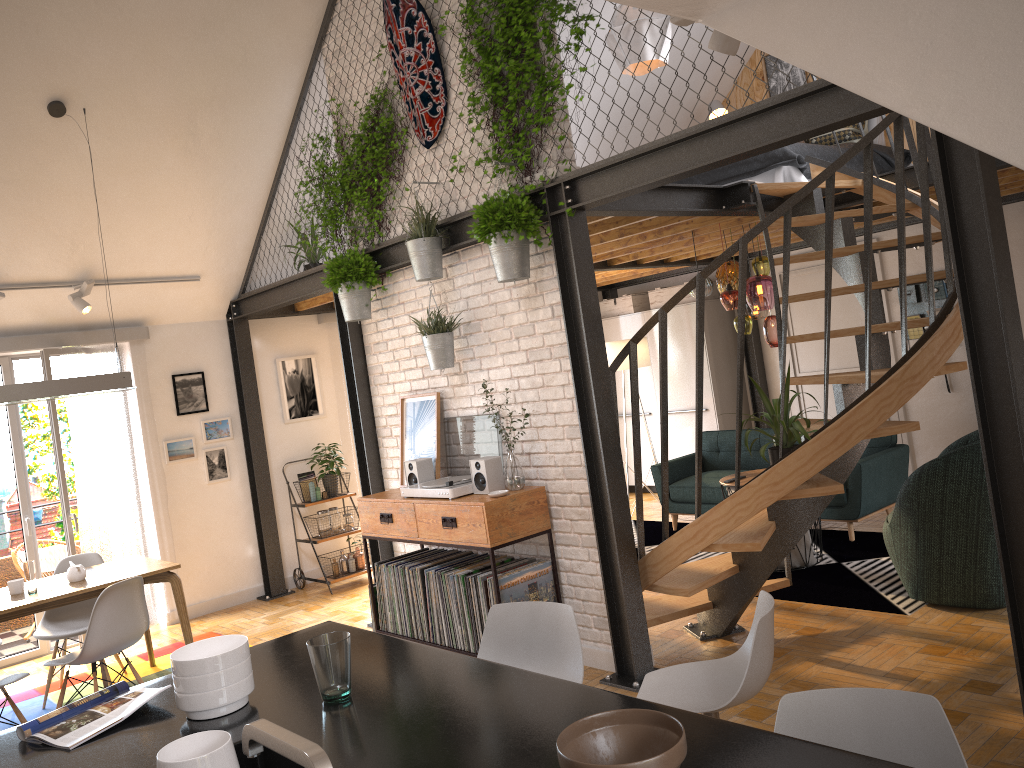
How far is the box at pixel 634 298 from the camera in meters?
9.7

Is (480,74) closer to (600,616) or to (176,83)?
(176,83)

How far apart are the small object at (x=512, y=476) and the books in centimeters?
248cm

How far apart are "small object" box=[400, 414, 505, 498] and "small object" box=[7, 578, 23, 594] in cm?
224

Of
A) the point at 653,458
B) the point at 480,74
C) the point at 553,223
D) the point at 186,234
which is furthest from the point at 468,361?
the point at 653,458

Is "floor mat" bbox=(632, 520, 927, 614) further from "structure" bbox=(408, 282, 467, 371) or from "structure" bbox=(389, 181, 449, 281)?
"structure" bbox=(389, 181, 449, 281)

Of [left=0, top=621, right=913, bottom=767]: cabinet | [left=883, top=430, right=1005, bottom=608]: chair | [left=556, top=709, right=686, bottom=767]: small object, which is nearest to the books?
[left=0, top=621, right=913, bottom=767]: cabinet

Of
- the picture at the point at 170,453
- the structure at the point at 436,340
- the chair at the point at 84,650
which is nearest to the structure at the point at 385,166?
the structure at the point at 436,340

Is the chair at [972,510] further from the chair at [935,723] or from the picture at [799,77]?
the picture at [799,77]

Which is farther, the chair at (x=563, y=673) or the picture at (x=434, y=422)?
the picture at (x=434, y=422)
